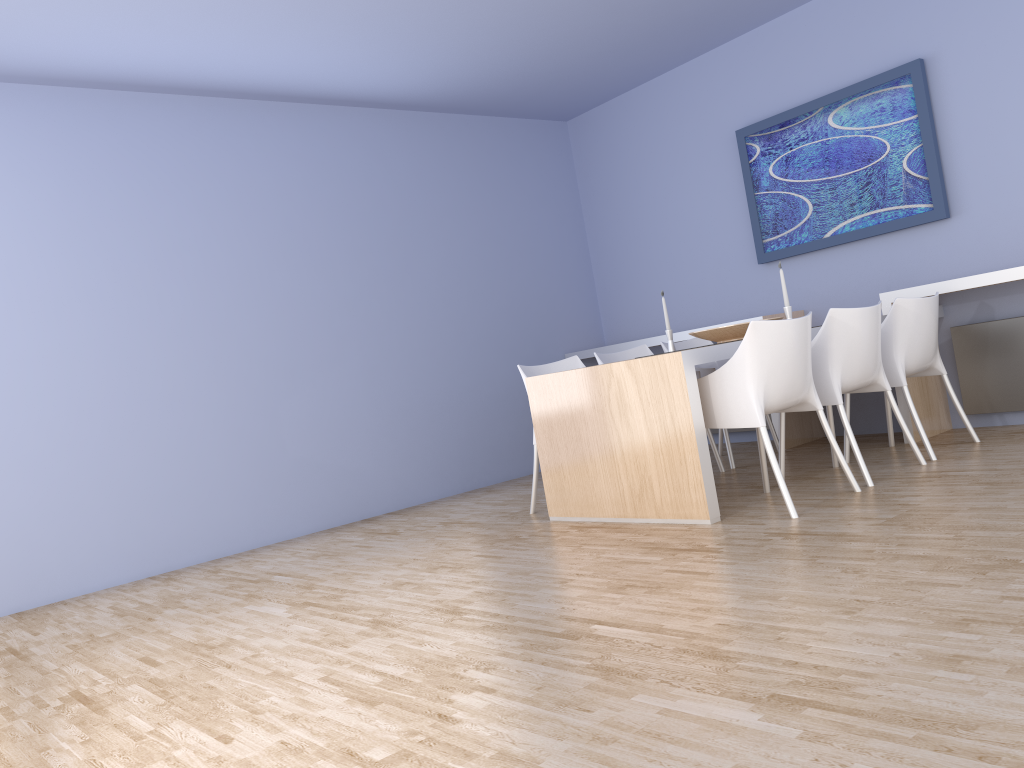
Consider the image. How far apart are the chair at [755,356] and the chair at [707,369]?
1.10m

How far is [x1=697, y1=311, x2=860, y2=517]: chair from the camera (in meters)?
3.56

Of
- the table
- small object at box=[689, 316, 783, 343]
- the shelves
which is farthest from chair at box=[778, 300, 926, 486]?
the shelves

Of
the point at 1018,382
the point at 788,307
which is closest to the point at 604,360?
the point at 788,307

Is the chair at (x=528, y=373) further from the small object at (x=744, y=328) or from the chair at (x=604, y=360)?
the small object at (x=744, y=328)

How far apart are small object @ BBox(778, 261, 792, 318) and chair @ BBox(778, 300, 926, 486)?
0.35m

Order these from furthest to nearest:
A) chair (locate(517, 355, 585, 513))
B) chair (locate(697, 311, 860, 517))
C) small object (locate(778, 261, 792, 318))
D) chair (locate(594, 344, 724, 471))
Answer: chair (locate(594, 344, 724, 471)), chair (locate(517, 355, 585, 513)), small object (locate(778, 261, 792, 318)), chair (locate(697, 311, 860, 517))

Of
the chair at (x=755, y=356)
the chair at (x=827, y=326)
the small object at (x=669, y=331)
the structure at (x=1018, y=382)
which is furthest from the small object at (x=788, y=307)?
the structure at (x=1018, y=382)

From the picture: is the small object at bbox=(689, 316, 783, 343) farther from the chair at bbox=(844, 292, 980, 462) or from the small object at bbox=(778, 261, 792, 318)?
the chair at bbox=(844, 292, 980, 462)

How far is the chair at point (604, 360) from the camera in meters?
5.1
